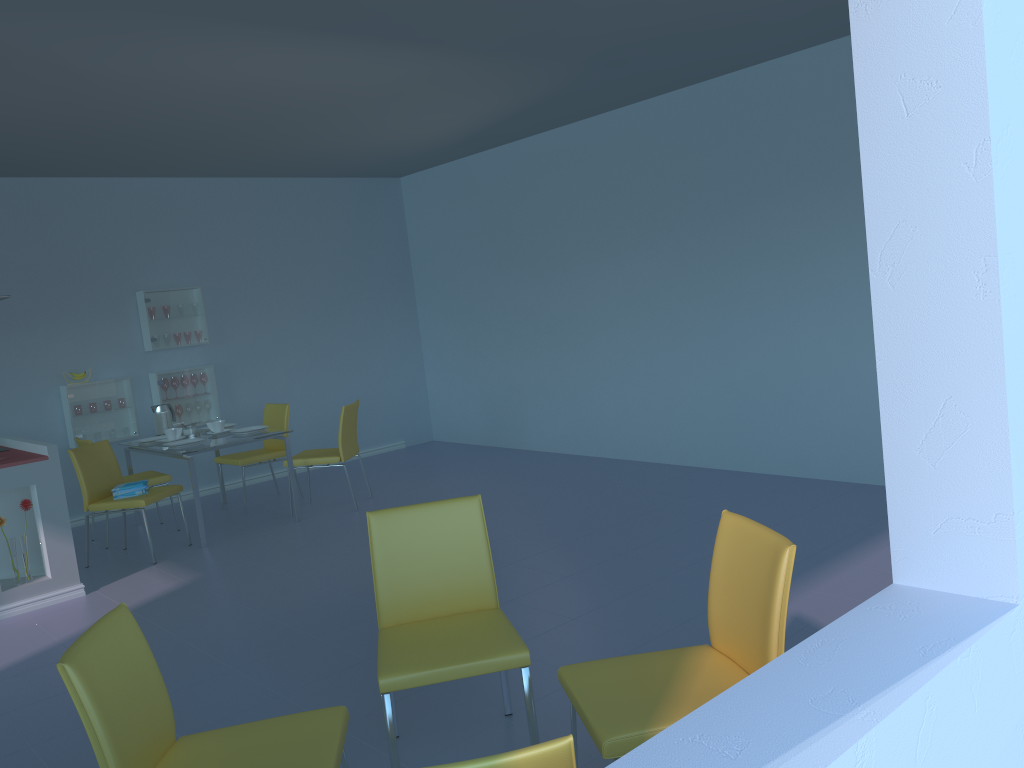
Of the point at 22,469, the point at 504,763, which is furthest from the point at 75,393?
the point at 504,763

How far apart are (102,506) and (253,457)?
1.2 meters

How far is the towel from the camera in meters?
5.2

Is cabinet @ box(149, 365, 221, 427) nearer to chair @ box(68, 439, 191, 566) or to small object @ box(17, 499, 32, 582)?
chair @ box(68, 439, 191, 566)

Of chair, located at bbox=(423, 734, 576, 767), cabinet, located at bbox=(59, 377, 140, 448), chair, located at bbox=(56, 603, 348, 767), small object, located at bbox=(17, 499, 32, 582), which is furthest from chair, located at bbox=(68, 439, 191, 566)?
chair, located at bbox=(423, 734, 576, 767)

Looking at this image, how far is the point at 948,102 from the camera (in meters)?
1.34

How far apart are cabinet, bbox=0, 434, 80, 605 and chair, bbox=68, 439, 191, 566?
0.3m

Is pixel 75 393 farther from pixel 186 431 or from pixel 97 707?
pixel 97 707

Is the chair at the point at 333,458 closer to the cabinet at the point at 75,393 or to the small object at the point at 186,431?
the small object at the point at 186,431

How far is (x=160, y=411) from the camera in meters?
Answer: 6.2
